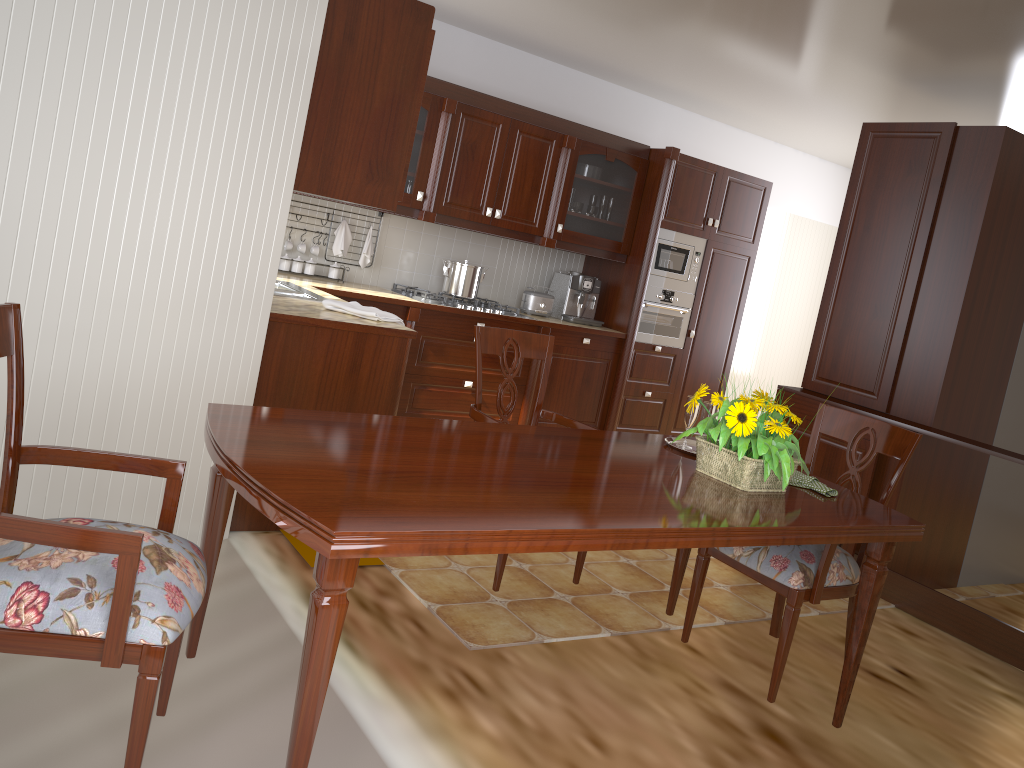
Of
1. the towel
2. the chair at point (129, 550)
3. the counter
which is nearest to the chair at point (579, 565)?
the counter

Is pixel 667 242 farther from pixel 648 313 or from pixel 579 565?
pixel 579 565

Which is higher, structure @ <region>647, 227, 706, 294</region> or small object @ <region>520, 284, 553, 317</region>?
structure @ <region>647, 227, 706, 294</region>

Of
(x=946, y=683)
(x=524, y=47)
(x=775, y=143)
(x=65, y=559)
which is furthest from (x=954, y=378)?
(x=65, y=559)

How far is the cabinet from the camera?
3.1 meters

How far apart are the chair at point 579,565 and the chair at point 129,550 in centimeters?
114cm

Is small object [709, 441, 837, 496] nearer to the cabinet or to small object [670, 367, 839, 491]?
small object [670, 367, 839, 491]

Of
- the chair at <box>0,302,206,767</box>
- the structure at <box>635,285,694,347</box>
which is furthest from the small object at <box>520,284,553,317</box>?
the chair at <box>0,302,206,767</box>

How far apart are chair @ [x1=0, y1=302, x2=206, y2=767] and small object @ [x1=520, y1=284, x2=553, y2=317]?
3.98m

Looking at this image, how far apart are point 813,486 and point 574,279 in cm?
351
